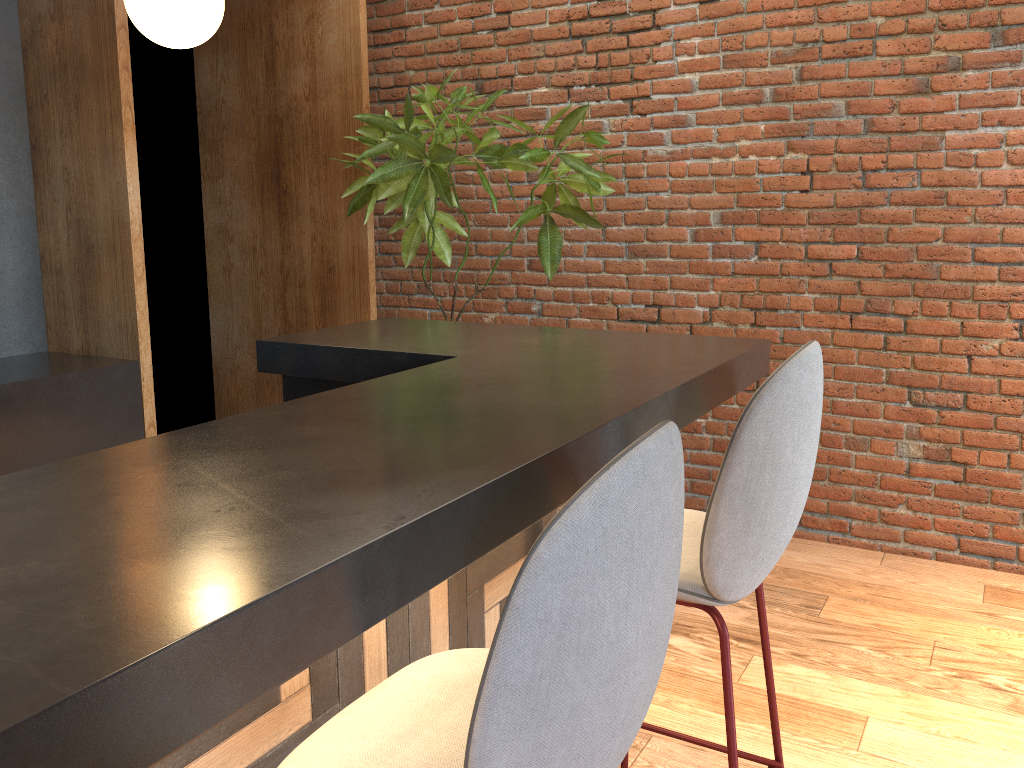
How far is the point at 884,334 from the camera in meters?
3.7

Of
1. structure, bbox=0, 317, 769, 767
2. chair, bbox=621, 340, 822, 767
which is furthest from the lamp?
chair, bbox=621, 340, 822, 767

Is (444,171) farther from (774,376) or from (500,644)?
(500,644)

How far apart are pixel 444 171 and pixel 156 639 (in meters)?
3.07

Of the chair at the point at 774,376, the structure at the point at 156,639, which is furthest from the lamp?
the chair at the point at 774,376

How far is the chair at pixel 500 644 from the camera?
0.86m

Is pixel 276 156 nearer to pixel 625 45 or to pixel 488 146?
pixel 488 146

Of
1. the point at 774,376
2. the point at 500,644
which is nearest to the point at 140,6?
the point at 774,376

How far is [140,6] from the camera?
2.4 meters

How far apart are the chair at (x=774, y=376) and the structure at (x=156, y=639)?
0.10m
